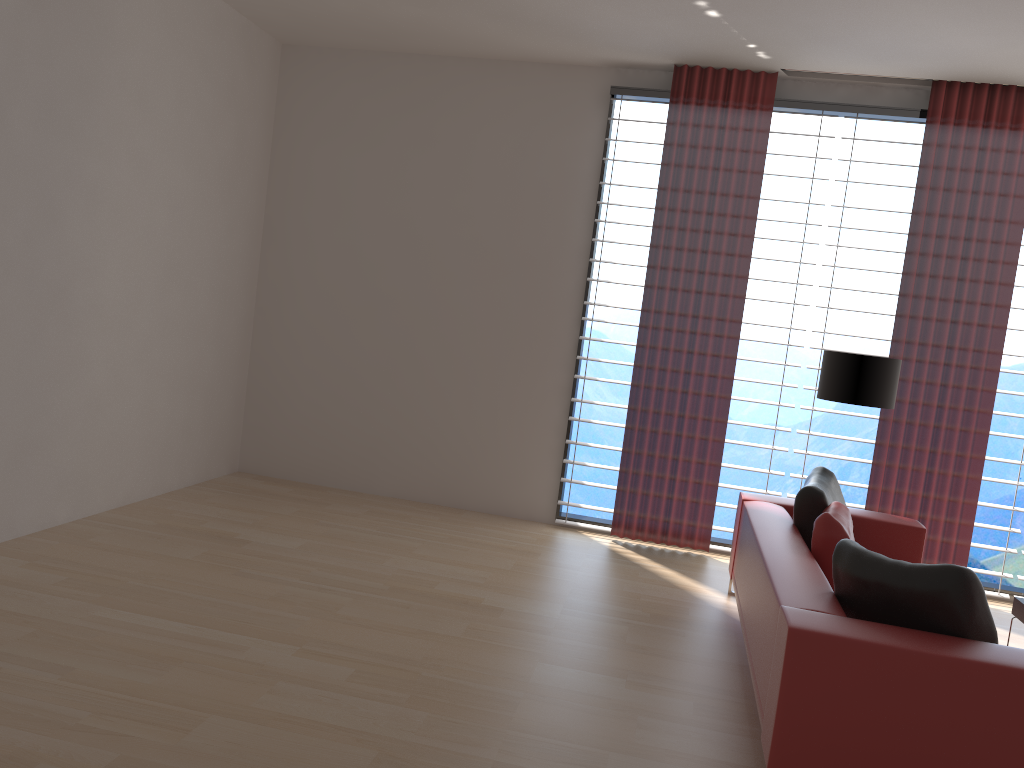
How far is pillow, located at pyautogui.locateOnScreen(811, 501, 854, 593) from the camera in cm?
500

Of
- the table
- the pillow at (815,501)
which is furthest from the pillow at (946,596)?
the table

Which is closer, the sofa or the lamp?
the sofa

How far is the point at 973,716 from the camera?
3.4 meters

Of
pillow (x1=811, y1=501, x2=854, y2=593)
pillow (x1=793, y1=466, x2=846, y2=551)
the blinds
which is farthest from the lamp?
pillow (x1=811, y1=501, x2=854, y2=593)

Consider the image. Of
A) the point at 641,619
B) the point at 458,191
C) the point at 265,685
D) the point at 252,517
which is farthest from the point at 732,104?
the point at 265,685

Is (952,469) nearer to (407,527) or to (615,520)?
(615,520)

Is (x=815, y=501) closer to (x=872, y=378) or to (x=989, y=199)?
(x=872, y=378)

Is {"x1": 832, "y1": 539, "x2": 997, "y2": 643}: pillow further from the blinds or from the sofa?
the blinds

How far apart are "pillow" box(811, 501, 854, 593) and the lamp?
1.4m
